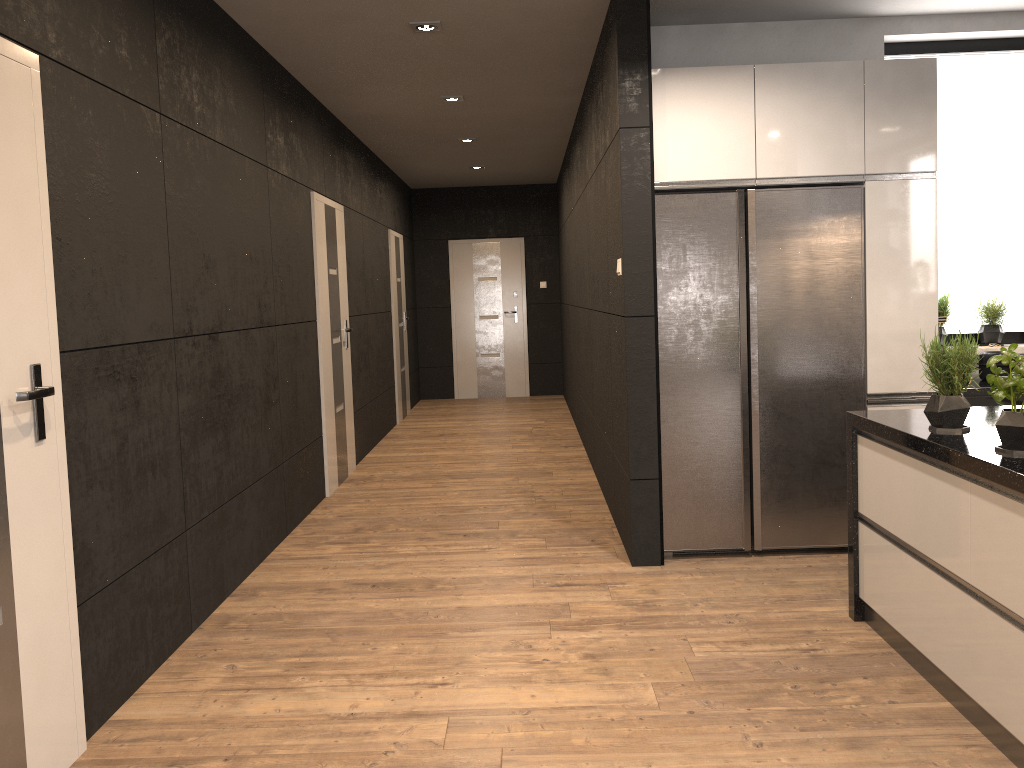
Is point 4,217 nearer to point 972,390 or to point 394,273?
point 972,390

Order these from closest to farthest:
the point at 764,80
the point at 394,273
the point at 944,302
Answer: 1. the point at 764,80
2. the point at 944,302
3. the point at 394,273

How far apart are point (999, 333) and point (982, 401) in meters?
0.8 m

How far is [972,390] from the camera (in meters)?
4.26

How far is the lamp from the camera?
4.5m

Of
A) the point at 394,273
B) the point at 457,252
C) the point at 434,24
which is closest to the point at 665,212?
the point at 434,24

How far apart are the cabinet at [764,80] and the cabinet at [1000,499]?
0.89m

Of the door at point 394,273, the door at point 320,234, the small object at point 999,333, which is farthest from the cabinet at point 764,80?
the door at point 394,273

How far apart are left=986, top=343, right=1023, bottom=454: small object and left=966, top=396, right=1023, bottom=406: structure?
1.8m

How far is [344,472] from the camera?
6.57m
